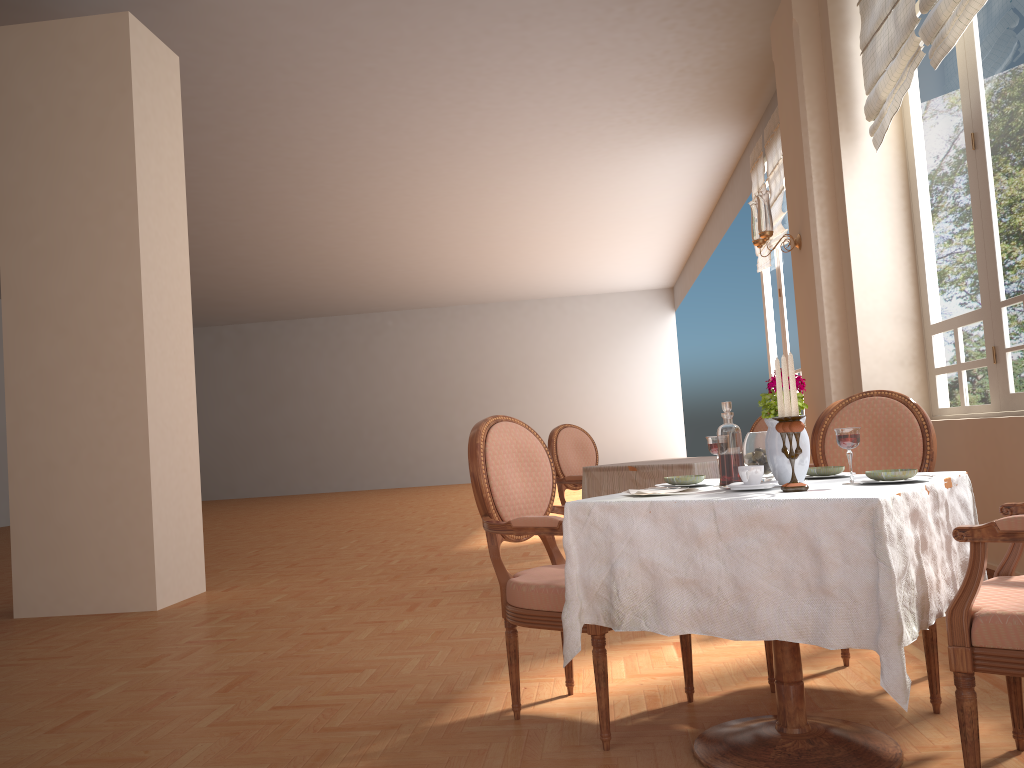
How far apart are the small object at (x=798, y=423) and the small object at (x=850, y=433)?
0.1m

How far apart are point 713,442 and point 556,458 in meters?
3.0 m

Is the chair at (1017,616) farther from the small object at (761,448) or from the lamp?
the lamp

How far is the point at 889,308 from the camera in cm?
494

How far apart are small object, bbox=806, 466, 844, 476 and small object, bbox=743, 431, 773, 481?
0.2m

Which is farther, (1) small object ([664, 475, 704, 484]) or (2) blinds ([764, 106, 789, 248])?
(2) blinds ([764, 106, 789, 248])

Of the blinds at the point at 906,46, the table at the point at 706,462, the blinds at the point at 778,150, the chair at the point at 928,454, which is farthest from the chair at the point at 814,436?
the blinds at the point at 778,150

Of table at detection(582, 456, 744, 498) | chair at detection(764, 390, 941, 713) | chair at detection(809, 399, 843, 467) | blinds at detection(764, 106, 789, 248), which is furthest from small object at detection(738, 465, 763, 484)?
blinds at detection(764, 106, 789, 248)

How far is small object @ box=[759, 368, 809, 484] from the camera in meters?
2.2

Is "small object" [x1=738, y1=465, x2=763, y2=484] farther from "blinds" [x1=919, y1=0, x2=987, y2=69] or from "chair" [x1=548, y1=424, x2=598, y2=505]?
"chair" [x1=548, y1=424, x2=598, y2=505]
